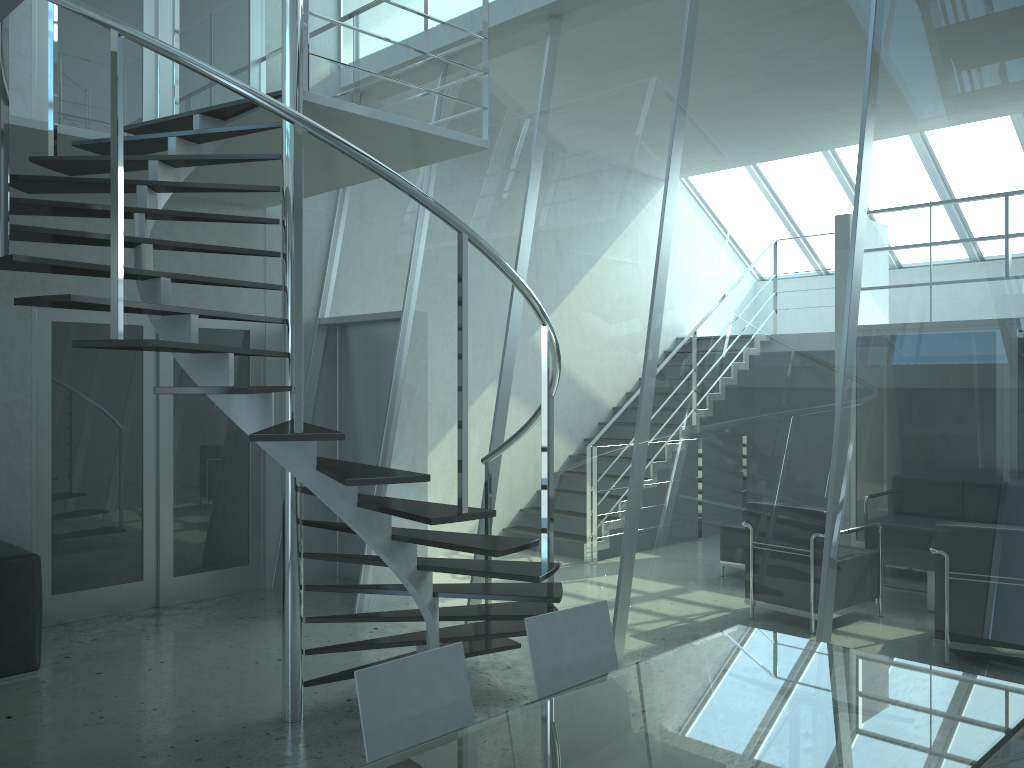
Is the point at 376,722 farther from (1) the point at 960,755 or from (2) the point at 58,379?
(2) the point at 58,379

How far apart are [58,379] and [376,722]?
4.6 meters

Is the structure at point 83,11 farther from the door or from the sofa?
the sofa

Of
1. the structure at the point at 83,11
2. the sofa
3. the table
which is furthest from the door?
the table

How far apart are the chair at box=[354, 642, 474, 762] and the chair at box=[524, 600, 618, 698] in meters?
0.3 m

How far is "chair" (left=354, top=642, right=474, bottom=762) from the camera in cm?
226

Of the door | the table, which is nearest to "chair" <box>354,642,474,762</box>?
the table

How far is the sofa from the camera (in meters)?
4.73

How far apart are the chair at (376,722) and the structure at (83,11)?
0.75m

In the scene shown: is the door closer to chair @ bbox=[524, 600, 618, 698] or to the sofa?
the sofa
